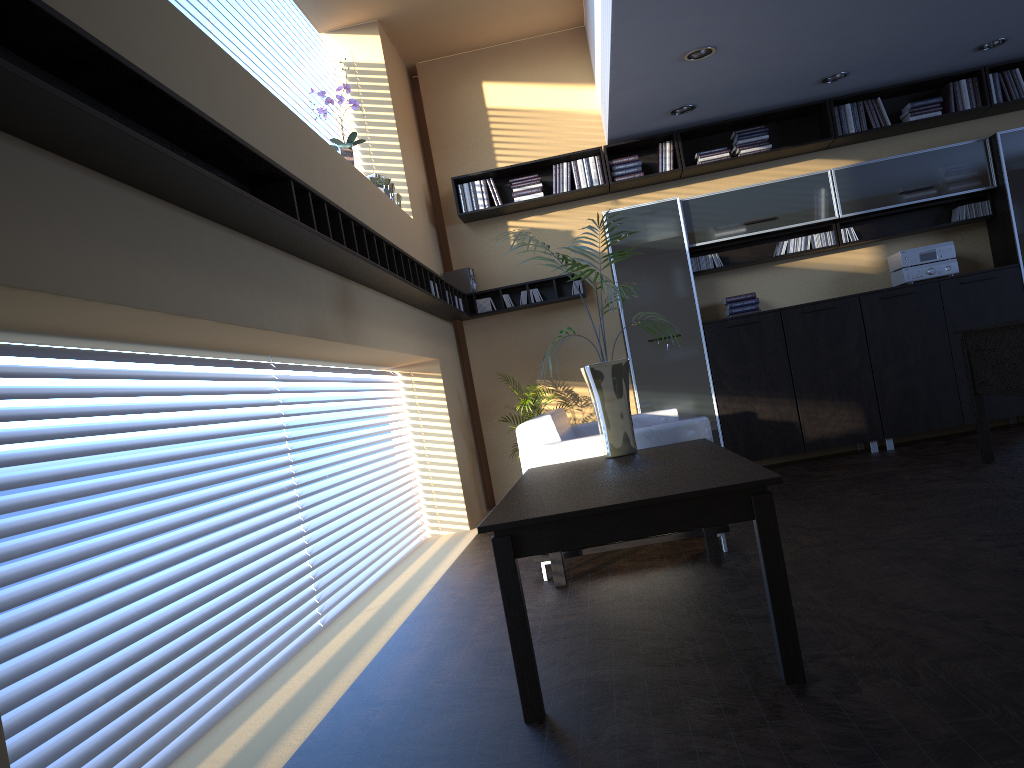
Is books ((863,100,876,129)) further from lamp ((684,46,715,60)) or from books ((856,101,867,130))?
lamp ((684,46,715,60))

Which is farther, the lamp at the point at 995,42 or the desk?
the lamp at the point at 995,42

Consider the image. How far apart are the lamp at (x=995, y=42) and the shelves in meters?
3.8

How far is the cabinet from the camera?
7.3m

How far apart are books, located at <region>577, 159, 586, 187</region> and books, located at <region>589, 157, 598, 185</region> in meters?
0.1 m

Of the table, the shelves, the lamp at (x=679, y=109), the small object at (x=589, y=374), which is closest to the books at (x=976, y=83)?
the lamp at (x=679, y=109)

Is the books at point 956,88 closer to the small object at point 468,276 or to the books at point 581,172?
the books at point 581,172

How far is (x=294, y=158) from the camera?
4.2 meters

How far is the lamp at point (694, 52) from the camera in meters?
5.9

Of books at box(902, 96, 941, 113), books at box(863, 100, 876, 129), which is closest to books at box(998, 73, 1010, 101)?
books at box(902, 96, 941, 113)
